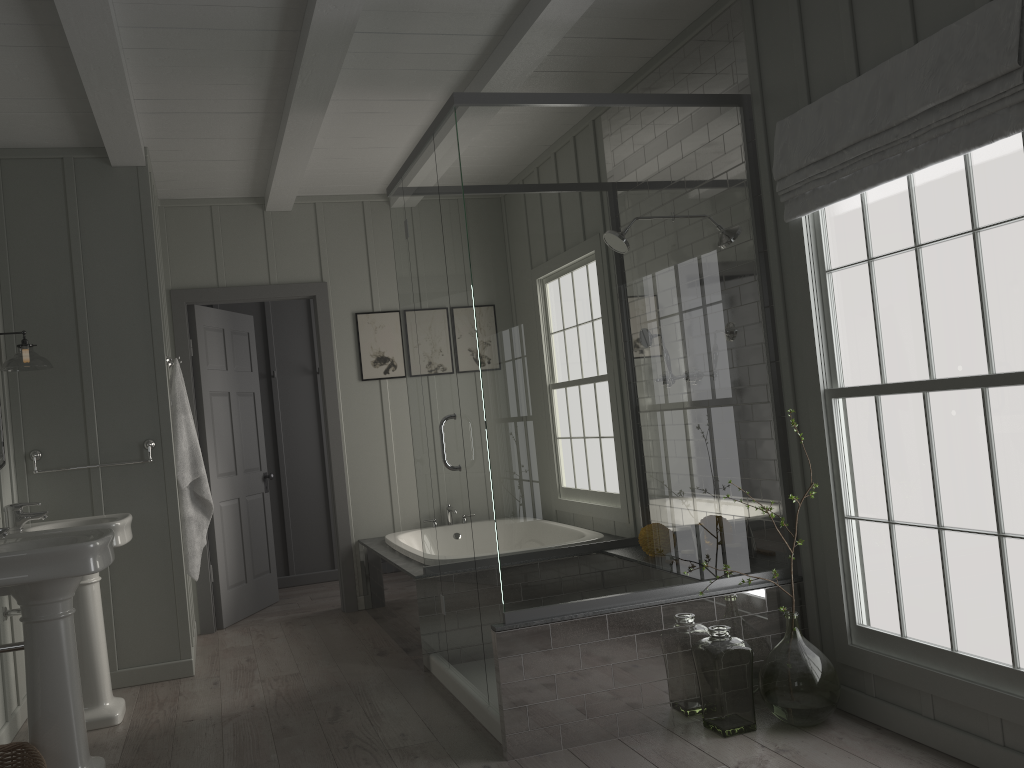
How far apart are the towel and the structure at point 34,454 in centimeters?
14cm

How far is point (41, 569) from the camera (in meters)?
2.88

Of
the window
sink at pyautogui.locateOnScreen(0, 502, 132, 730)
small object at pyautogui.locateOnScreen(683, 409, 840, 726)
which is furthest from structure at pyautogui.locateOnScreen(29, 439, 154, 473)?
the window

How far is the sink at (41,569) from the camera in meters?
2.9

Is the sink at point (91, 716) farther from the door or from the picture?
the picture

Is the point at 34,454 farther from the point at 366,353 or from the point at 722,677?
the point at 722,677

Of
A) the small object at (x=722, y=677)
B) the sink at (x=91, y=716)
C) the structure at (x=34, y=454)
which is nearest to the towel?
the structure at (x=34, y=454)

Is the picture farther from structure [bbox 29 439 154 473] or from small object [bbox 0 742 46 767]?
small object [bbox 0 742 46 767]

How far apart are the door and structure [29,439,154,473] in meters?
1.1

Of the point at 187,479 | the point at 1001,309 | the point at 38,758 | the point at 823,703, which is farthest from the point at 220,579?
the point at 1001,309
